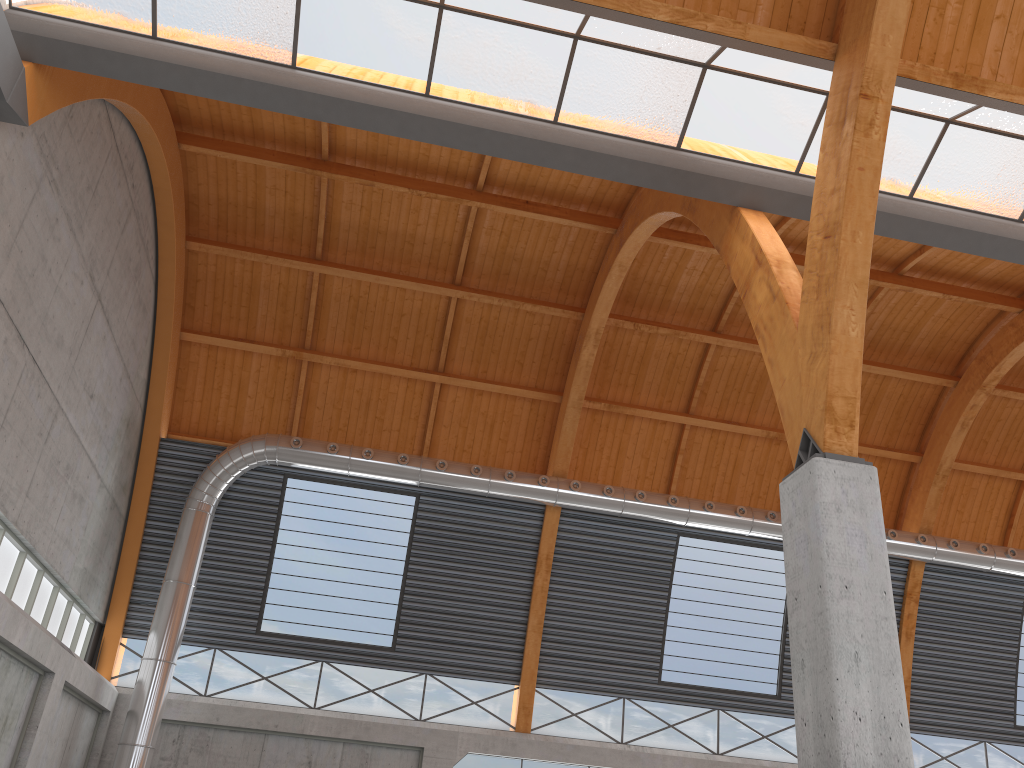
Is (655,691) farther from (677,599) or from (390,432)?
(390,432)
